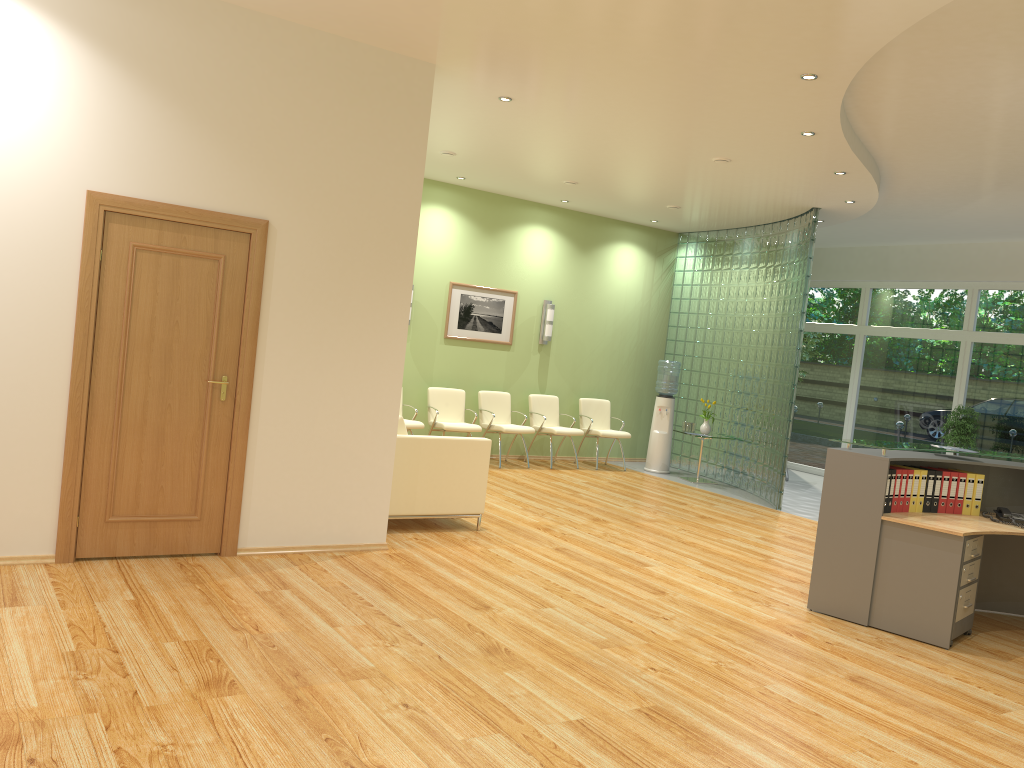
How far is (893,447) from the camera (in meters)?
5.65

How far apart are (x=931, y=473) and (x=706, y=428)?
5.5 meters

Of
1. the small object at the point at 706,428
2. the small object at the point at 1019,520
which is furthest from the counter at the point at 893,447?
the small object at the point at 706,428

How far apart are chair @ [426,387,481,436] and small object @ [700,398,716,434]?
3.05m

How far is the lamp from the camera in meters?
11.6 m

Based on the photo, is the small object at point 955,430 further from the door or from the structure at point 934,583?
the door

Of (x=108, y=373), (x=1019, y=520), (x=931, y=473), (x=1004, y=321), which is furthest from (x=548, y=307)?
(x=108, y=373)

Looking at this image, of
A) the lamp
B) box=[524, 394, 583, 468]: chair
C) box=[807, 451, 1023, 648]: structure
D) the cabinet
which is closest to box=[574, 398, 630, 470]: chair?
box=[524, 394, 583, 468]: chair

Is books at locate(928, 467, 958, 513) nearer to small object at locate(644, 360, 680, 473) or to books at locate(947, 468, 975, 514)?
books at locate(947, 468, 975, 514)

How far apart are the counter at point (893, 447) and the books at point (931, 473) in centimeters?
10cm
